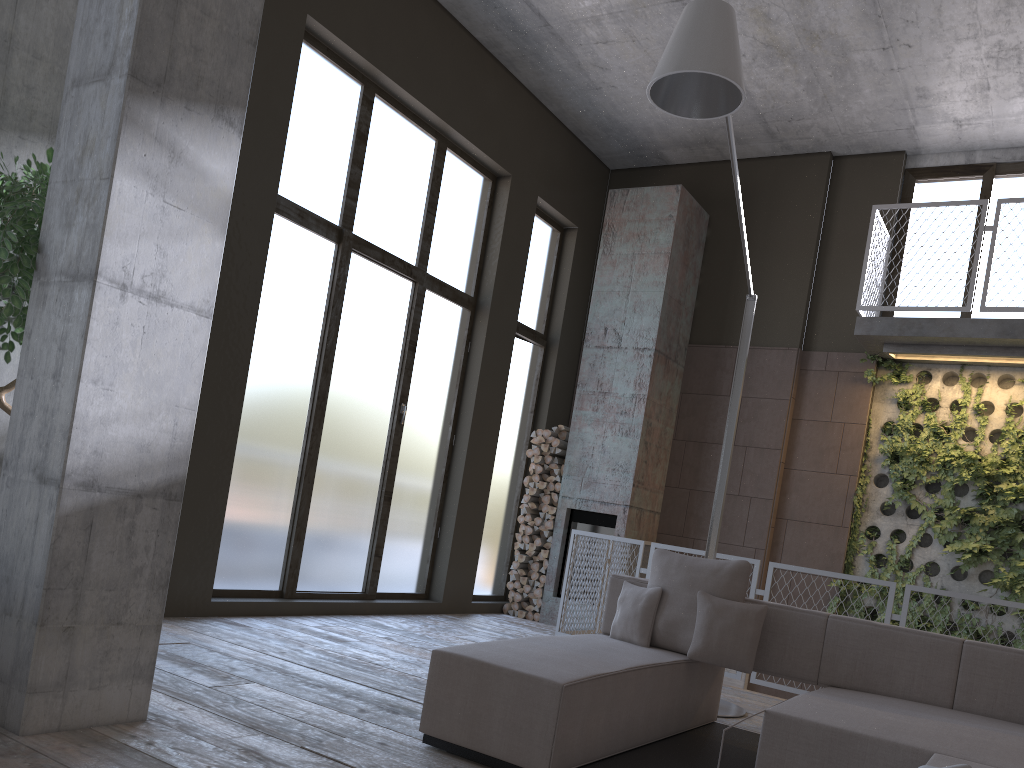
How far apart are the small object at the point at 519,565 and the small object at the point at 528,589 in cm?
24

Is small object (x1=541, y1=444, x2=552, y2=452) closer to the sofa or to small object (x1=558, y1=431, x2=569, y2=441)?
small object (x1=558, y1=431, x2=569, y2=441)

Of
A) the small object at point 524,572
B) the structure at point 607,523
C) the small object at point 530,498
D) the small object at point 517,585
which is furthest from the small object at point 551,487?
the small object at point 517,585

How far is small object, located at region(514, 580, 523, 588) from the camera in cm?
905

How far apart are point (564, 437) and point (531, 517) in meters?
0.9 m

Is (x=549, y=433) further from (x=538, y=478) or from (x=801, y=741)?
(x=801, y=741)

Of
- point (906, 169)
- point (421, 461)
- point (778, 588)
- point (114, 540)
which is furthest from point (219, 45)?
point (906, 169)

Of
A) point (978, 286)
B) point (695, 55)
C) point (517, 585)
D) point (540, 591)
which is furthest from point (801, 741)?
point (978, 286)

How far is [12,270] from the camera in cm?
334

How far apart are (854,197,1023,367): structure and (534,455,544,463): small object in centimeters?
331cm
